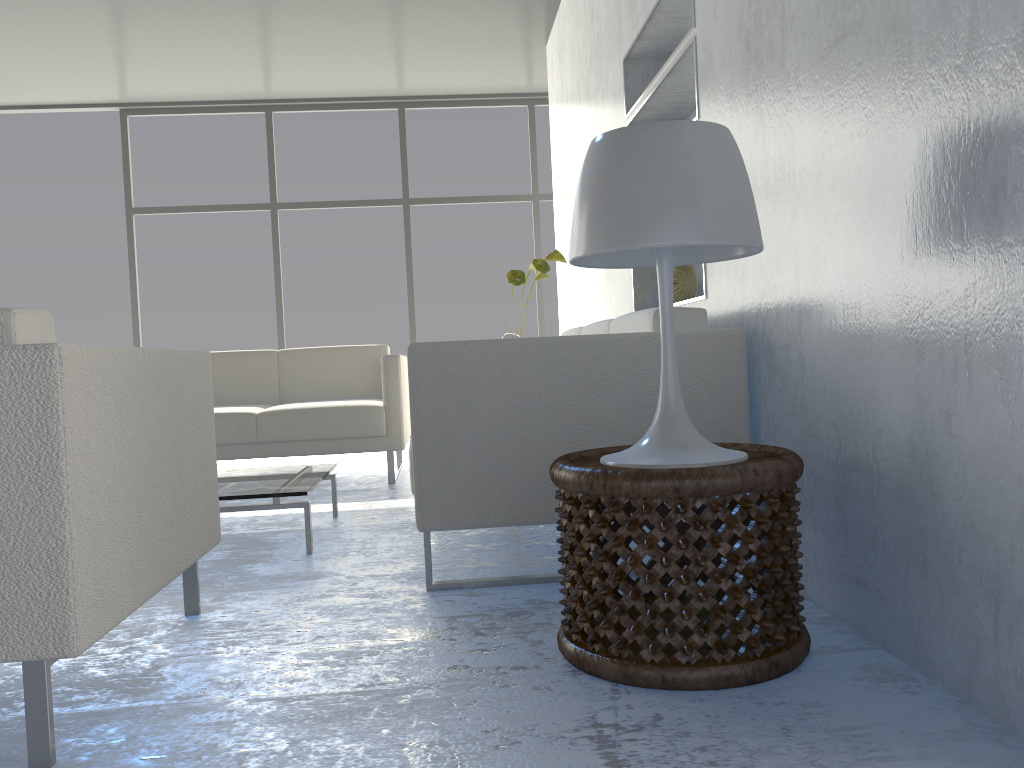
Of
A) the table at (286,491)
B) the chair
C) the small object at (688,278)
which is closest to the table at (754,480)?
the chair

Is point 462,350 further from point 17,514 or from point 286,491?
point 17,514

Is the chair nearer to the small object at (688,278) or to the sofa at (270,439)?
the small object at (688,278)

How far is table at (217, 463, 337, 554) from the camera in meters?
Answer: 2.6

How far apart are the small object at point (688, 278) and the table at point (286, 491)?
1.4 meters

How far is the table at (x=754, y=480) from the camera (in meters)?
1.41

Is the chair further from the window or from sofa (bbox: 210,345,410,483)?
the window

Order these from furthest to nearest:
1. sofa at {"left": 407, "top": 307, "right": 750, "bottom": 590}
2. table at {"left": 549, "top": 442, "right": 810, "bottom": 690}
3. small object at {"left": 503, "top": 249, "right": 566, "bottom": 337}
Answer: small object at {"left": 503, "top": 249, "right": 566, "bottom": 337} < sofa at {"left": 407, "top": 307, "right": 750, "bottom": 590} < table at {"left": 549, "top": 442, "right": 810, "bottom": 690}

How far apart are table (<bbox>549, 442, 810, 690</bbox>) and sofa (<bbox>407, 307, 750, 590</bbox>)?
0.3 meters

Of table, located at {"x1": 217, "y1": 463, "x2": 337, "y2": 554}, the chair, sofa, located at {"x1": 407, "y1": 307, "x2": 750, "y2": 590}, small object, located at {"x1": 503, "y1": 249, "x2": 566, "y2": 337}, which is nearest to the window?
small object, located at {"x1": 503, "y1": 249, "x2": 566, "y2": 337}
